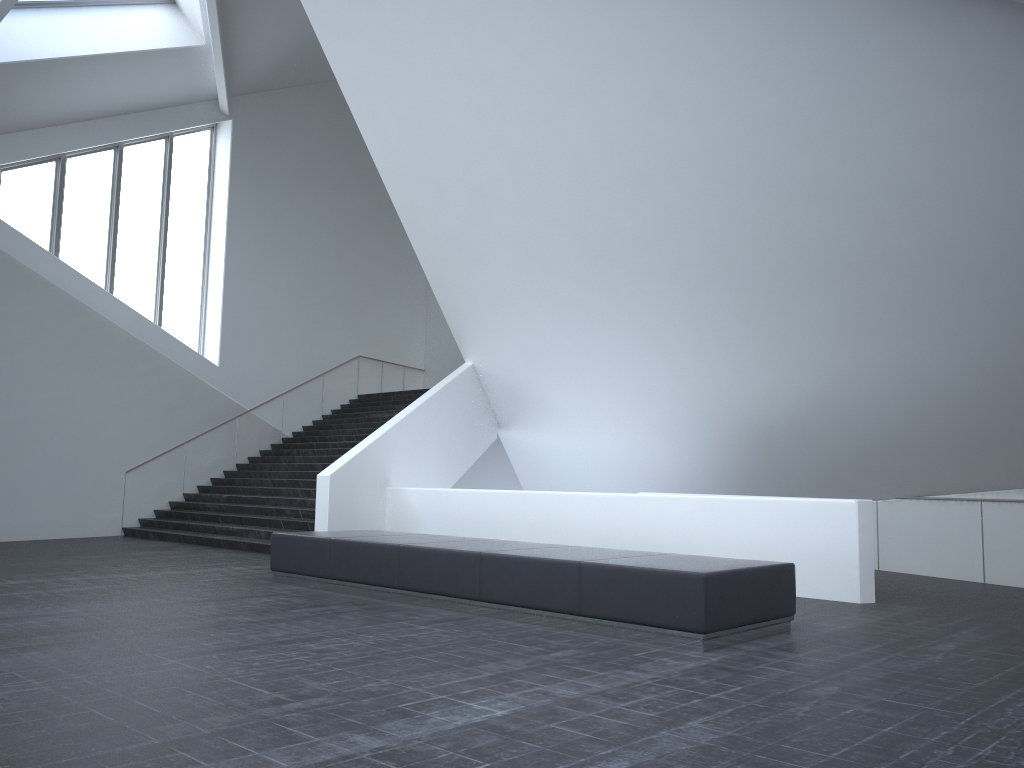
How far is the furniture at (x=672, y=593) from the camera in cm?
662

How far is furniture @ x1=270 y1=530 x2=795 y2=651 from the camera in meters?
6.6 m

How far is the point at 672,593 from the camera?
6.62m
